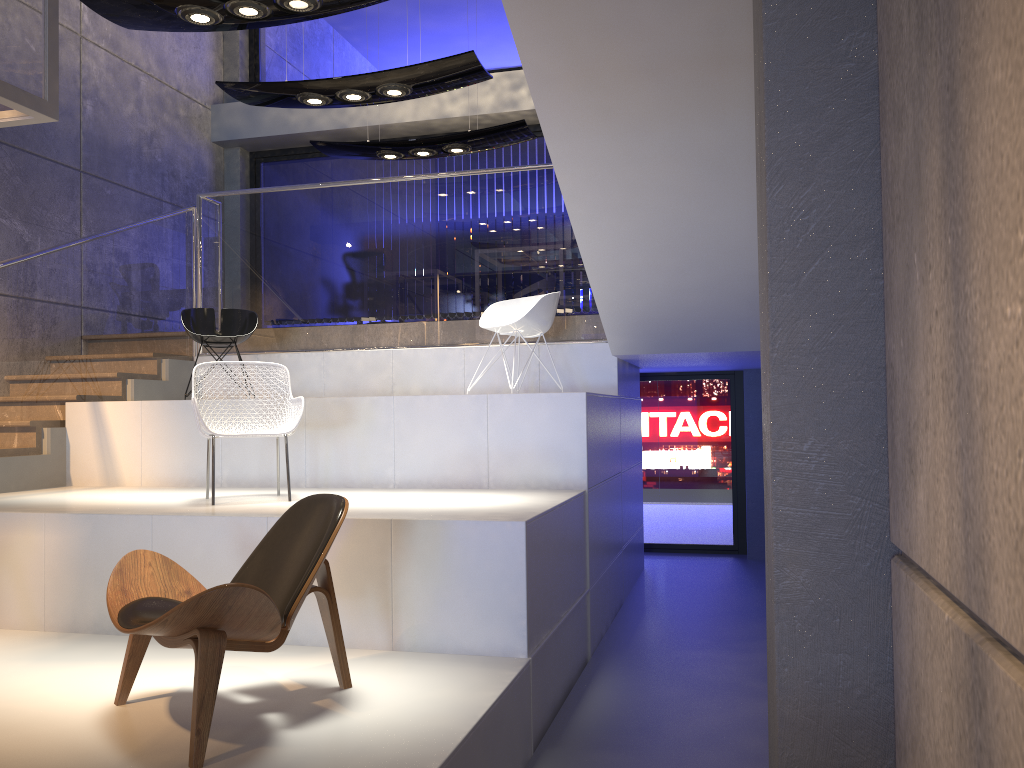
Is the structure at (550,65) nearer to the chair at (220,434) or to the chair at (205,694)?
the chair at (220,434)

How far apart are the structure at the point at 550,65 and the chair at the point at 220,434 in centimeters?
167cm

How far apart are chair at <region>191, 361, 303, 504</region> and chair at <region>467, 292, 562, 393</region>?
1.6 meters

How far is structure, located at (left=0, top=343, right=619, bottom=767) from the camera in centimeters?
299cm

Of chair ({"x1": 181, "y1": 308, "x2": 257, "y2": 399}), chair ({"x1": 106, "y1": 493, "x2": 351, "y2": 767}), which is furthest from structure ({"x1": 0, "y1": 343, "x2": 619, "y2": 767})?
chair ({"x1": 181, "y1": 308, "x2": 257, "y2": 399})

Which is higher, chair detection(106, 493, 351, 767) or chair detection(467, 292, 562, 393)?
chair detection(467, 292, 562, 393)

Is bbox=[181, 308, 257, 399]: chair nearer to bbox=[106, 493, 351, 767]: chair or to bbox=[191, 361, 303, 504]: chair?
bbox=[191, 361, 303, 504]: chair

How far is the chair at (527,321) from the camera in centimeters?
615cm

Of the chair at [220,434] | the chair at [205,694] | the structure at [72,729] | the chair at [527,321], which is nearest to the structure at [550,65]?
the structure at [72,729]

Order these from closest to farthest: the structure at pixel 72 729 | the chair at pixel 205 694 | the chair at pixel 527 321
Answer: the chair at pixel 205 694, the structure at pixel 72 729, the chair at pixel 527 321
